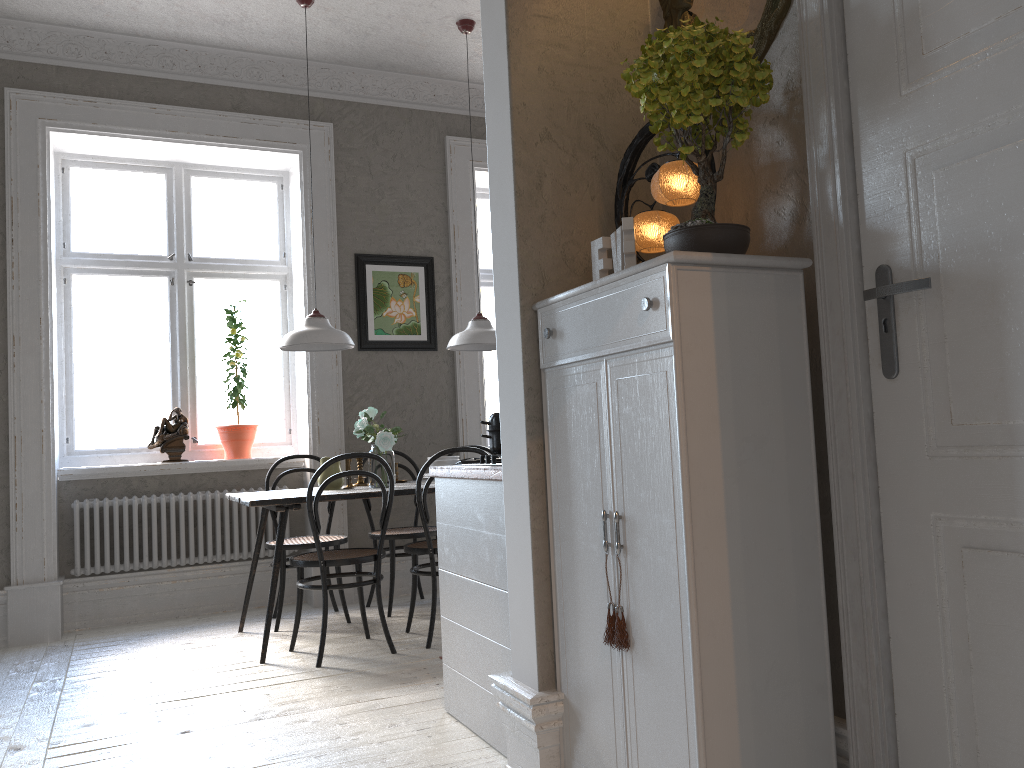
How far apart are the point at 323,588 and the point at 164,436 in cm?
194

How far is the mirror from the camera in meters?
2.1 m

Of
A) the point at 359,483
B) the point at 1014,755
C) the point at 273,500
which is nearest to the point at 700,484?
the point at 1014,755

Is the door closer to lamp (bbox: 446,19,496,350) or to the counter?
the counter

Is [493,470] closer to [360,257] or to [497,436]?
[497,436]

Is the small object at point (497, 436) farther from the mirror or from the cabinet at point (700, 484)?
the mirror

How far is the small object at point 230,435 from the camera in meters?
5.4 m

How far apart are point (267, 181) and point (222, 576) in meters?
2.6

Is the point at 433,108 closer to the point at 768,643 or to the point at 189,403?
the point at 189,403

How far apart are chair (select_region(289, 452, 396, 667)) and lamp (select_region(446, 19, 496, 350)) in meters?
1.0 m
